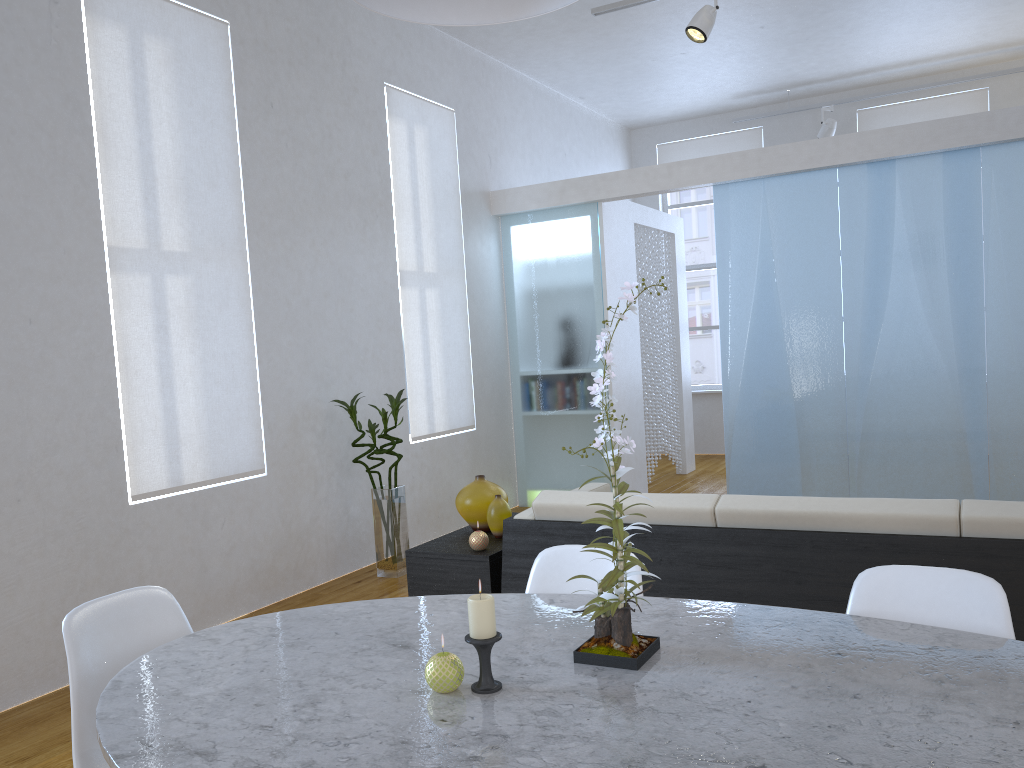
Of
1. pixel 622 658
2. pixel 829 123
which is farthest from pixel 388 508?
pixel 829 123

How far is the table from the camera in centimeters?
114cm

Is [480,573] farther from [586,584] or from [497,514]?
[586,584]

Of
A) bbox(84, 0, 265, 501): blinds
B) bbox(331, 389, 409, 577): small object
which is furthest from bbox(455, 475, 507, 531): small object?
bbox(84, 0, 265, 501): blinds

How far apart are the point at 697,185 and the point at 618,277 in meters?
0.9 m

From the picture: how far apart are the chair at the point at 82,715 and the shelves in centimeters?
126cm

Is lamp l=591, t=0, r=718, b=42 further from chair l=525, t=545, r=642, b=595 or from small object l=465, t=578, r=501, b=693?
small object l=465, t=578, r=501, b=693

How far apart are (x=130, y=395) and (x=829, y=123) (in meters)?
6.23

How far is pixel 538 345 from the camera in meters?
6.3 m

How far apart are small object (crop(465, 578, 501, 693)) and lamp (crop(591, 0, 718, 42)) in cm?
419
